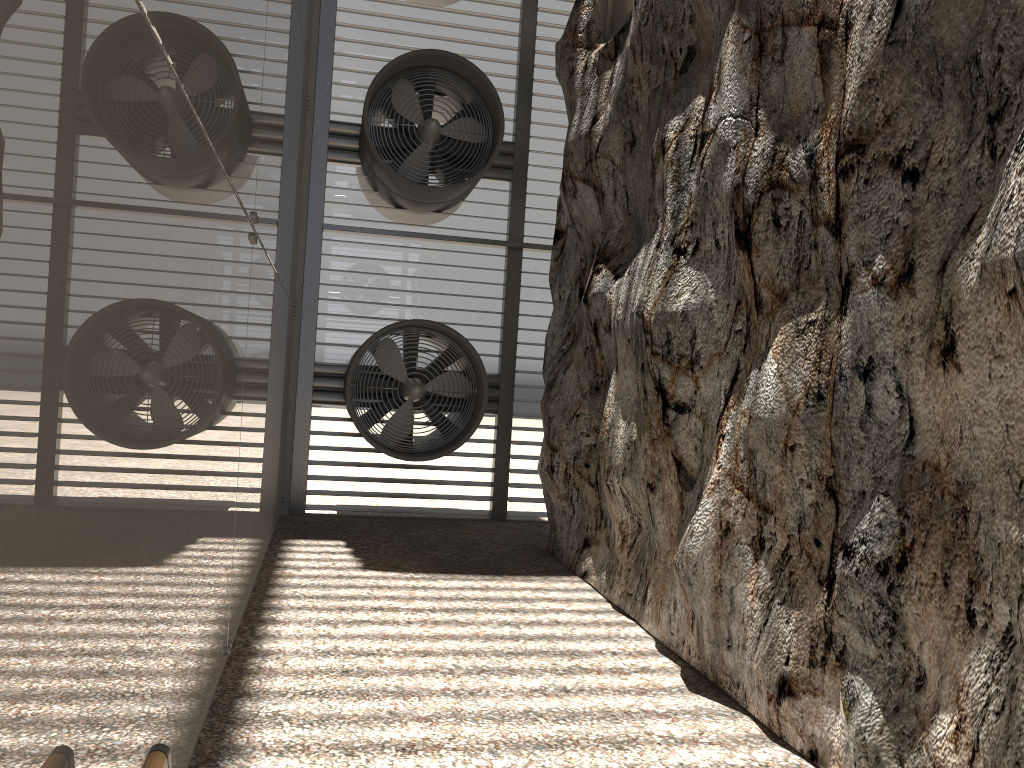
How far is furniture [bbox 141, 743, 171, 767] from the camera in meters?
2.1 m

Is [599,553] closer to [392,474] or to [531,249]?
[392,474]

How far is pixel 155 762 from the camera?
2.1m

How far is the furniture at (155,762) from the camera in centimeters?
209cm
